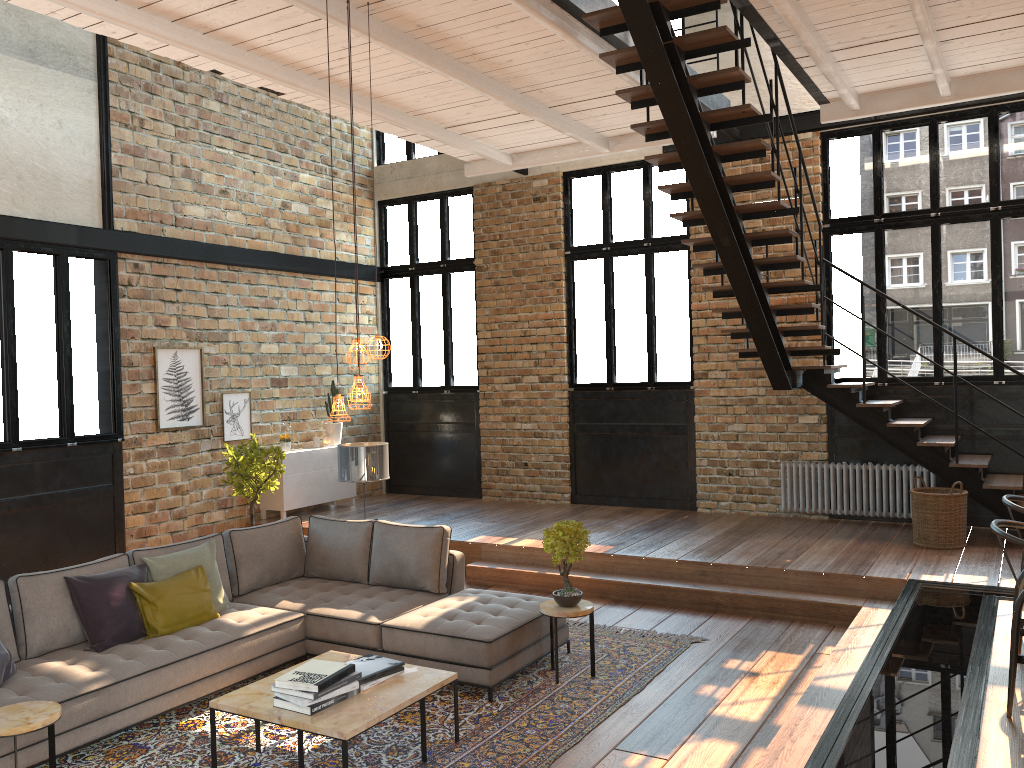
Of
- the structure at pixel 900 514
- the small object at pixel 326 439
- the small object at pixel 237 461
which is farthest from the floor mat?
the small object at pixel 326 439

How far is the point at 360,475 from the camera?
7.27m

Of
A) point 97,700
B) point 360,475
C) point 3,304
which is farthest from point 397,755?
point 3,304

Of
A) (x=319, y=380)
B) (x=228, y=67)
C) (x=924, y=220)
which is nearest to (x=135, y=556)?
(x=228, y=67)

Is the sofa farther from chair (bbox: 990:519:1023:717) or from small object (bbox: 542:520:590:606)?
chair (bbox: 990:519:1023:717)

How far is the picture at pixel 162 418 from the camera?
9.35m

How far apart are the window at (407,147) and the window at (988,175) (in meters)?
0.58

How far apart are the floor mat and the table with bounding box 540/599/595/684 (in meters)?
0.05

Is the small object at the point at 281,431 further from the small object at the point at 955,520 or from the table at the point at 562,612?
the small object at the point at 955,520

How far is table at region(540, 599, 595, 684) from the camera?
5.60m
